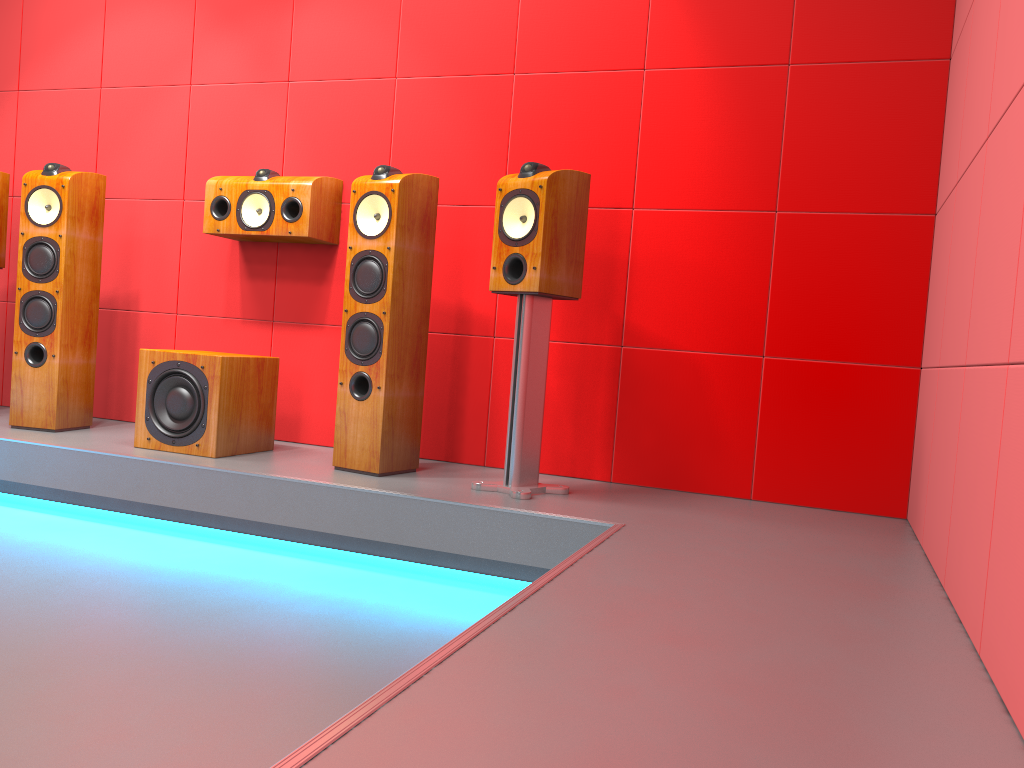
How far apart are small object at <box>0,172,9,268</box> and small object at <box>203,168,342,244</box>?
1.0m

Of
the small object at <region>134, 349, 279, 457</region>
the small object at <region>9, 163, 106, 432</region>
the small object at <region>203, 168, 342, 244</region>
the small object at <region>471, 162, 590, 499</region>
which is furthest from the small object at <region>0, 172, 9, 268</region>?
the small object at <region>471, 162, 590, 499</region>

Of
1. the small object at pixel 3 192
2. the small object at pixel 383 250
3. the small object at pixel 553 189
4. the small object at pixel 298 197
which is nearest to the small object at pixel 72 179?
the small object at pixel 3 192

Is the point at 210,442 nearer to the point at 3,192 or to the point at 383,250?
the point at 383,250

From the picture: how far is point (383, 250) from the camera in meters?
3.0 m

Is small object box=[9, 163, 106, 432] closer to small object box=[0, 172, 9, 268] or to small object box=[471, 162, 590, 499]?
small object box=[0, 172, 9, 268]

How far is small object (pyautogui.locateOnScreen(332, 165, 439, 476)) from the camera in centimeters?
296cm

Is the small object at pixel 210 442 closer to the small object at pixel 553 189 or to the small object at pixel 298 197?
the small object at pixel 298 197

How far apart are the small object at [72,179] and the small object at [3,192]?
0.34m

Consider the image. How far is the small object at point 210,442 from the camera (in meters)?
3.11
